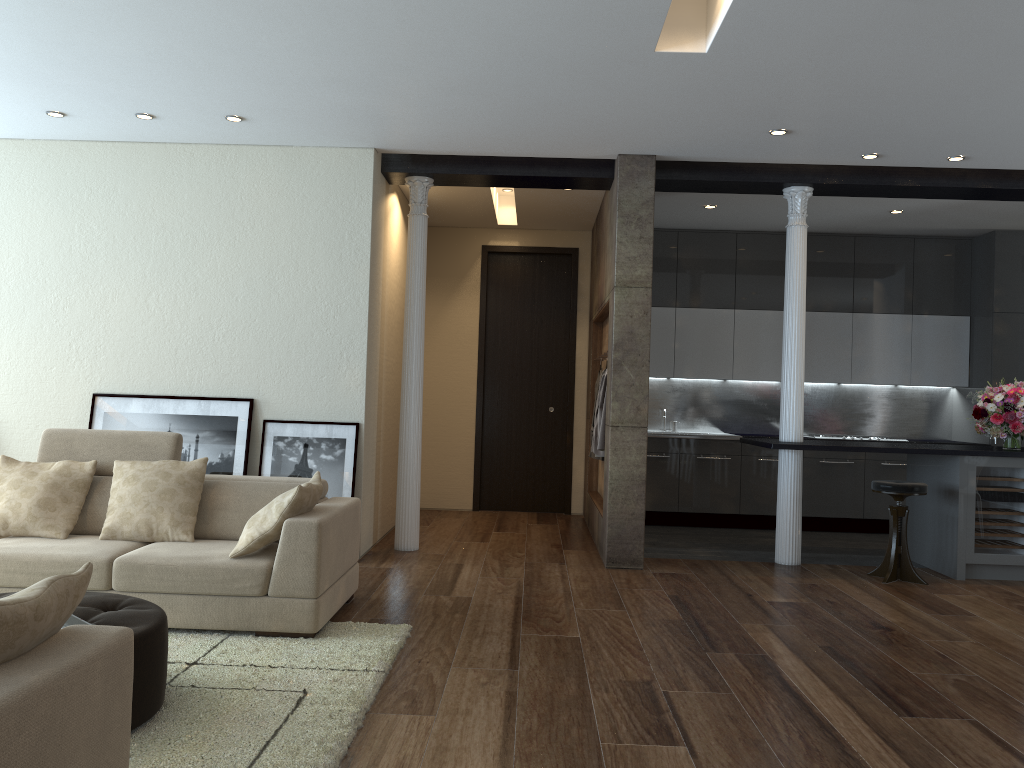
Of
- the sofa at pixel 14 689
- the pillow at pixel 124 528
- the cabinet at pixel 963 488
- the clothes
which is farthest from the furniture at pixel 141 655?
the cabinet at pixel 963 488

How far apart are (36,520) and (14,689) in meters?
3.2 m

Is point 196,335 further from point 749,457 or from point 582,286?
point 749,457

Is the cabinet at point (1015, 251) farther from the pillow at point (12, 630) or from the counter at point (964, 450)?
the pillow at point (12, 630)

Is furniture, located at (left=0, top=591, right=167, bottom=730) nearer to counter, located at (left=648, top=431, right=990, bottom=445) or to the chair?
the chair

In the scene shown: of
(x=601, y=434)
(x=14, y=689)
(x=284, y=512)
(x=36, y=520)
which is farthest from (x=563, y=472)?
(x=14, y=689)

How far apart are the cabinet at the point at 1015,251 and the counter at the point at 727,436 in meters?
0.1 m

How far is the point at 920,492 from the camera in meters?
6.1

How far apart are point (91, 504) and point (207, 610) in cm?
111

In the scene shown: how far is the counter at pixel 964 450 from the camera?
6.3 meters
